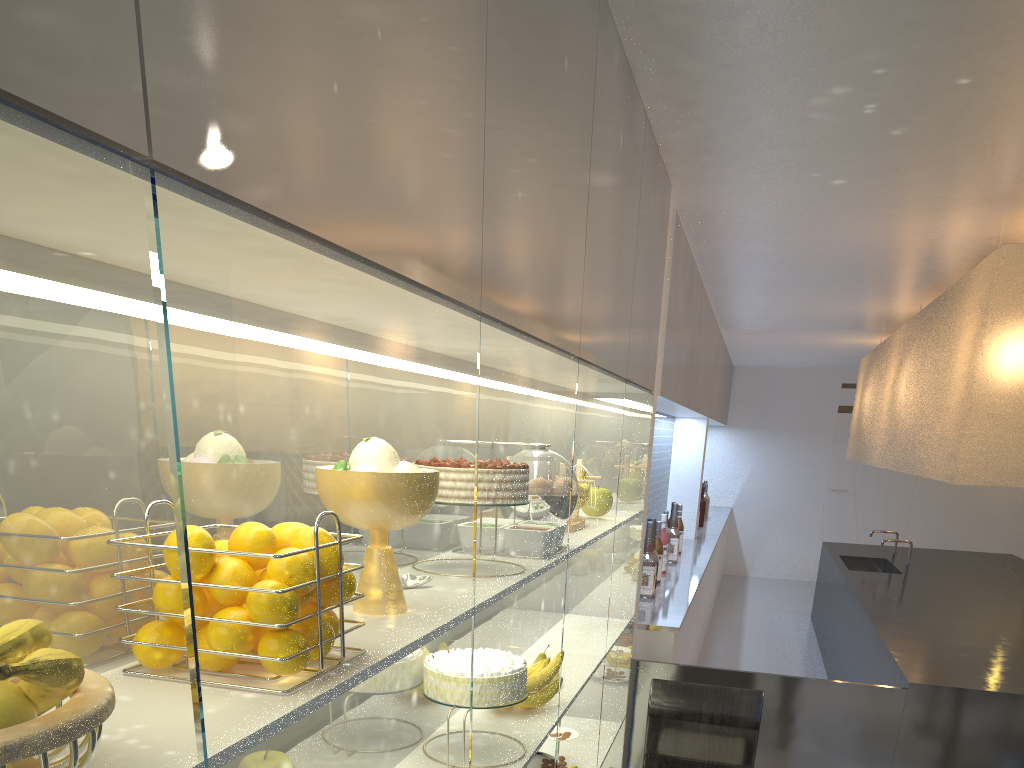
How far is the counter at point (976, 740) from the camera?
1.5m

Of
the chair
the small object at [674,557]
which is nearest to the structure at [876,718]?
the chair

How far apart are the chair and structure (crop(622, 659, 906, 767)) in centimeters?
33cm

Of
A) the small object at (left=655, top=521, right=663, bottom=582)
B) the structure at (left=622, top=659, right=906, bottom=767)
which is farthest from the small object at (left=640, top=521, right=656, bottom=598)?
the structure at (left=622, top=659, right=906, bottom=767)

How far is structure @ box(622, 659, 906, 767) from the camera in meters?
1.6 m

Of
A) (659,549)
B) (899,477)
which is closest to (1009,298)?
(659,549)

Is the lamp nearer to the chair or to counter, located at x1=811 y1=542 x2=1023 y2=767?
counter, located at x1=811 y1=542 x2=1023 y2=767

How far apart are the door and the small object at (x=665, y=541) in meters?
3.0 m

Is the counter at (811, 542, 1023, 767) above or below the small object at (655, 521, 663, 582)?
below

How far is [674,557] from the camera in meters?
2.7 m
